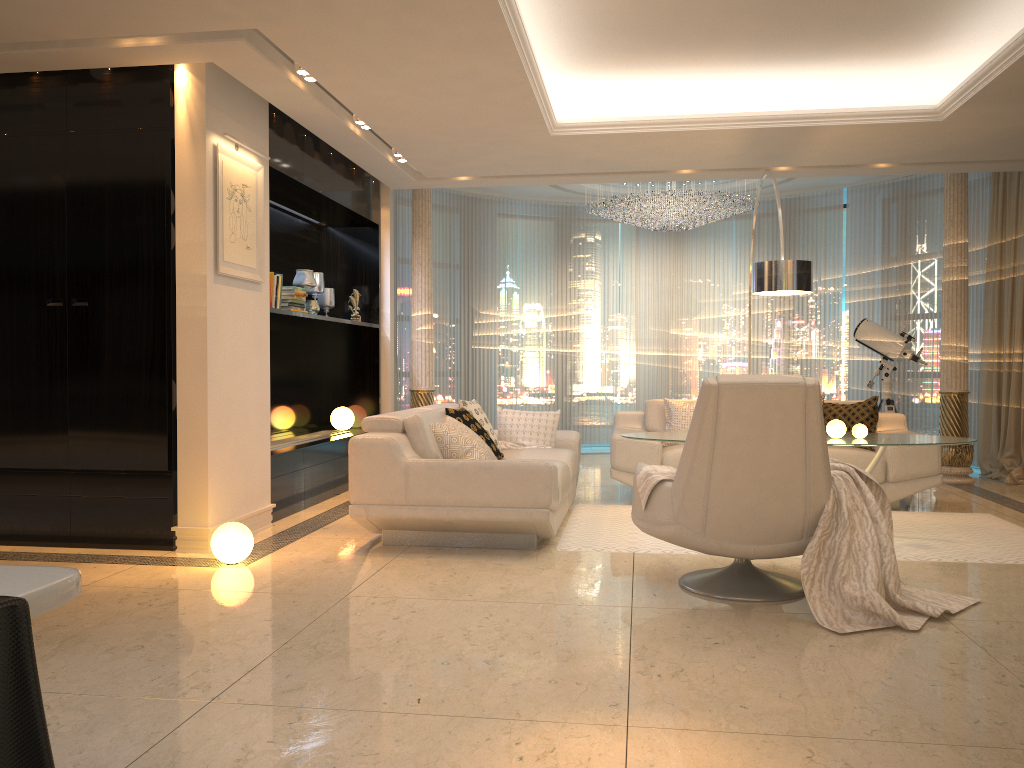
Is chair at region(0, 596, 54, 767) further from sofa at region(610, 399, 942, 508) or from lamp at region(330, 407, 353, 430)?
lamp at region(330, 407, 353, 430)

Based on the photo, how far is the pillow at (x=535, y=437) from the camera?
6.5m

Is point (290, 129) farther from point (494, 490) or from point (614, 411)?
point (614, 411)

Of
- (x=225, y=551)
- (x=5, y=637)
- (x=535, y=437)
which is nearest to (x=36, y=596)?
(x=5, y=637)

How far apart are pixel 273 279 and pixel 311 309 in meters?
1.1 m

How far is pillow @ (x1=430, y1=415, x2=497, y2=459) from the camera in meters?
5.2

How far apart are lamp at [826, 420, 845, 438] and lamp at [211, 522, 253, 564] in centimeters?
342cm

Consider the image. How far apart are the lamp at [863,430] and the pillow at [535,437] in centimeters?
210cm

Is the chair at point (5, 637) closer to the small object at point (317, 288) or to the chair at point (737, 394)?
the chair at point (737, 394)

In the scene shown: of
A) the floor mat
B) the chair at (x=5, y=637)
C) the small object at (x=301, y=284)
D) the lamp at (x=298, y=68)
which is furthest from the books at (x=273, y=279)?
the chair at (x=5, y=637)
